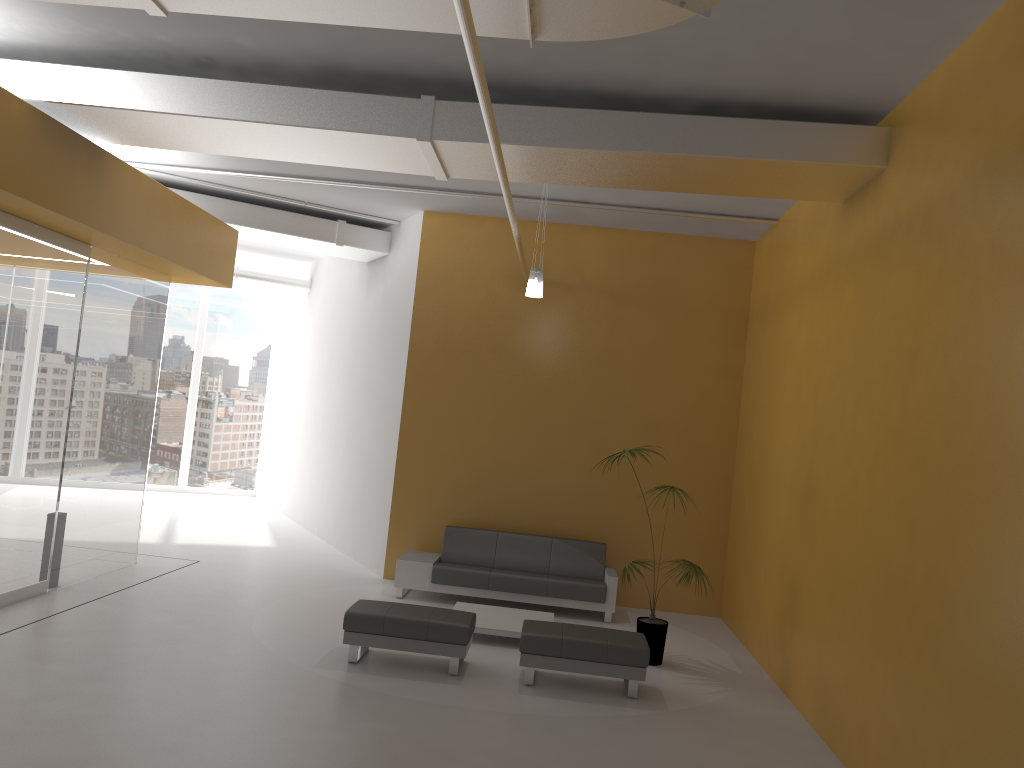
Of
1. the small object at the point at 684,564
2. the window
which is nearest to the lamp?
the small object at the point at 684,564

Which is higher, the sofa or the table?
the sofa

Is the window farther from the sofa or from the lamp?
the lamp

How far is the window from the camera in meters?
17.2

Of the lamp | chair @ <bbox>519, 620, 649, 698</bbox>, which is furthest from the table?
the lamp

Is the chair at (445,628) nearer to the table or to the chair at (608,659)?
the chair at (608,659)

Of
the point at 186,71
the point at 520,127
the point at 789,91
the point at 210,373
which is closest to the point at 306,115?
the point at 186,71

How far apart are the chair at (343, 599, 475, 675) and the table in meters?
0.6 m

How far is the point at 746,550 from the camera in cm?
944

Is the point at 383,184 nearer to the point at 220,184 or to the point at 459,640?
the point at 220,184
